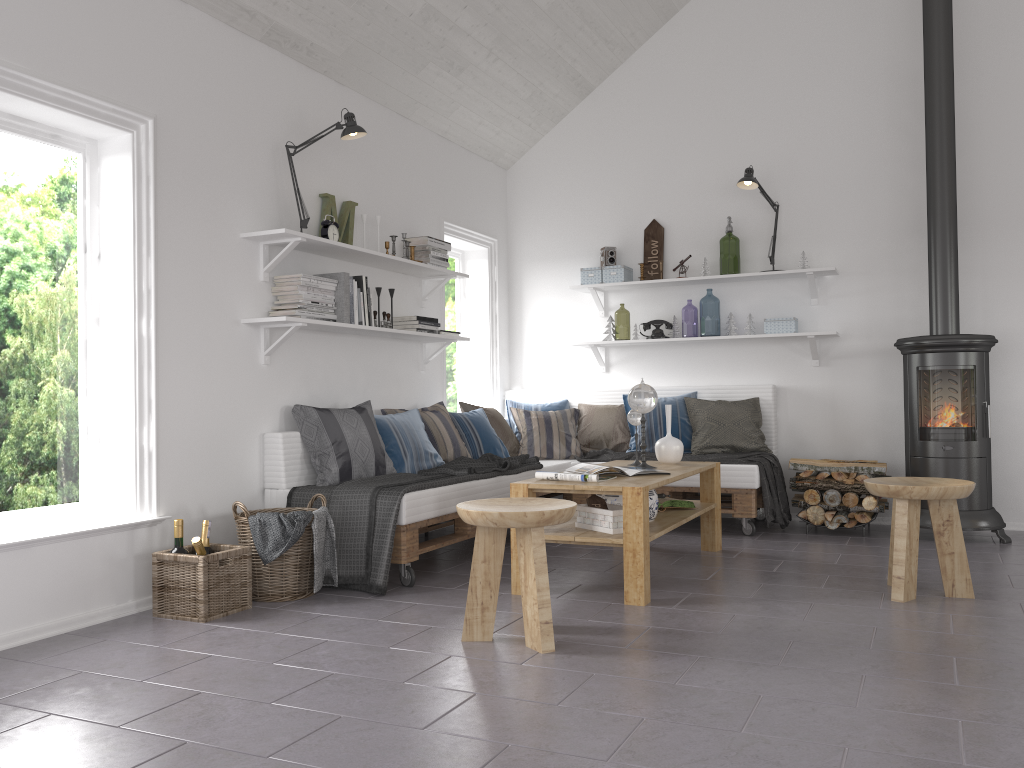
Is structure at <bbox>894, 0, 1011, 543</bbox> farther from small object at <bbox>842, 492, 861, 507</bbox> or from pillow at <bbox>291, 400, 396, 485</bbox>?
pillow at <bbox>291, 400, 396, 485</bbox>

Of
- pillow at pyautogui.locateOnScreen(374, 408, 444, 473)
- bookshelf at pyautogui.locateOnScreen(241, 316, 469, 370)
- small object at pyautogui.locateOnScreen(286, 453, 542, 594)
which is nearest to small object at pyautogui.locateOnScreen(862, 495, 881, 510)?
small object at pyautogui.locateOnScreen(286, 453, 542, 594)

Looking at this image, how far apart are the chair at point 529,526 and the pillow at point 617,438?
2.7 meters

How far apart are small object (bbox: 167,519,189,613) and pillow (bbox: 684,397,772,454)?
3.3 meters

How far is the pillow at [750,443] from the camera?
5.7m

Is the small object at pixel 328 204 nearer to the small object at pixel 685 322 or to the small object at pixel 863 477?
the small object at pixel 863 477

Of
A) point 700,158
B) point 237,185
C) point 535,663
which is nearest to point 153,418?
point 237,185

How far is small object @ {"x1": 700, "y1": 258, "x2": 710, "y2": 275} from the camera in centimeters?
609cm

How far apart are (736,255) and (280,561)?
6.48m

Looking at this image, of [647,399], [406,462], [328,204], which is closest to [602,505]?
[647,399]
